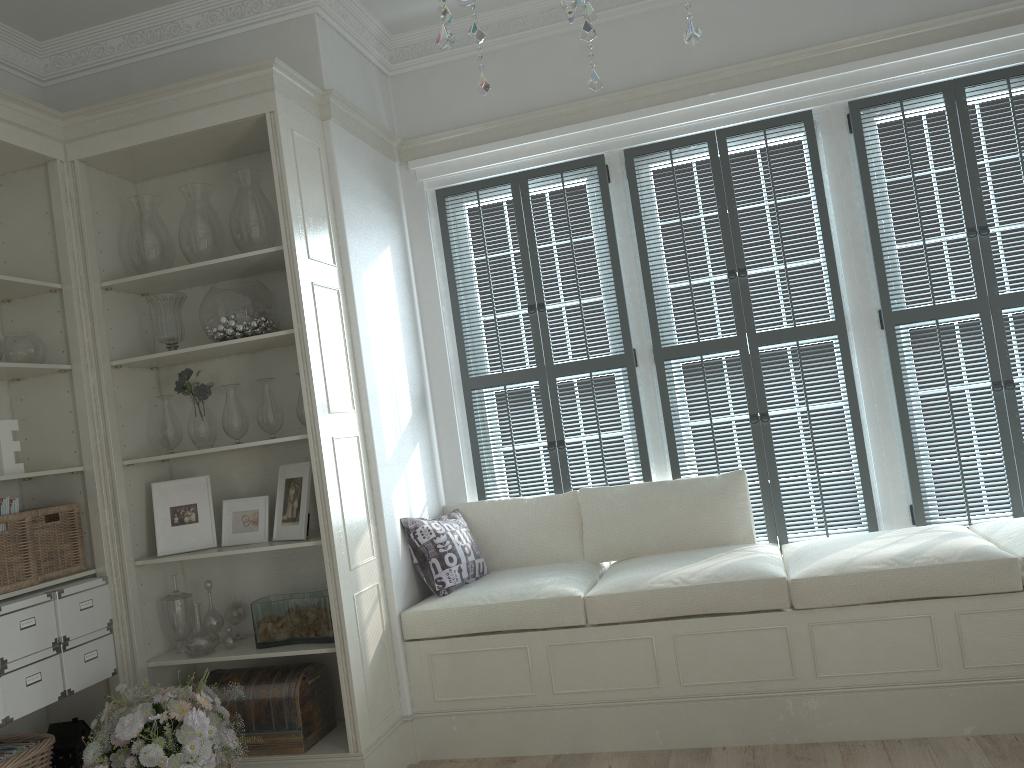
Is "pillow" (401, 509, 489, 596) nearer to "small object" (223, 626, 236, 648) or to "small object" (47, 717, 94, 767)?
"small object" (223, 626, 236, 648)

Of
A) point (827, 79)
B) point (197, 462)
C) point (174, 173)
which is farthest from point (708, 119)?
point (197, 462)

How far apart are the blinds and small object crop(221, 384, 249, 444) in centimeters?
115cm

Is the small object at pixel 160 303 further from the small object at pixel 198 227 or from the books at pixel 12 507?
the books at pixel 12 507

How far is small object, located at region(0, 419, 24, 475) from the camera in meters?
3.3 m

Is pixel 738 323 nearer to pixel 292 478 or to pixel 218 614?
pixel 292 478

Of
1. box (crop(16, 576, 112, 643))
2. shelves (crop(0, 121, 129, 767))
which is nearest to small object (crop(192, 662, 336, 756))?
shelves (crop(0, 121, 129, 767))

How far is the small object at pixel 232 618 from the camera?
3.74m

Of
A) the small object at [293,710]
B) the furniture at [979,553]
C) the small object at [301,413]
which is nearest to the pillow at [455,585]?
the furniture at [979,553]

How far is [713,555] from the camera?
3.75m
